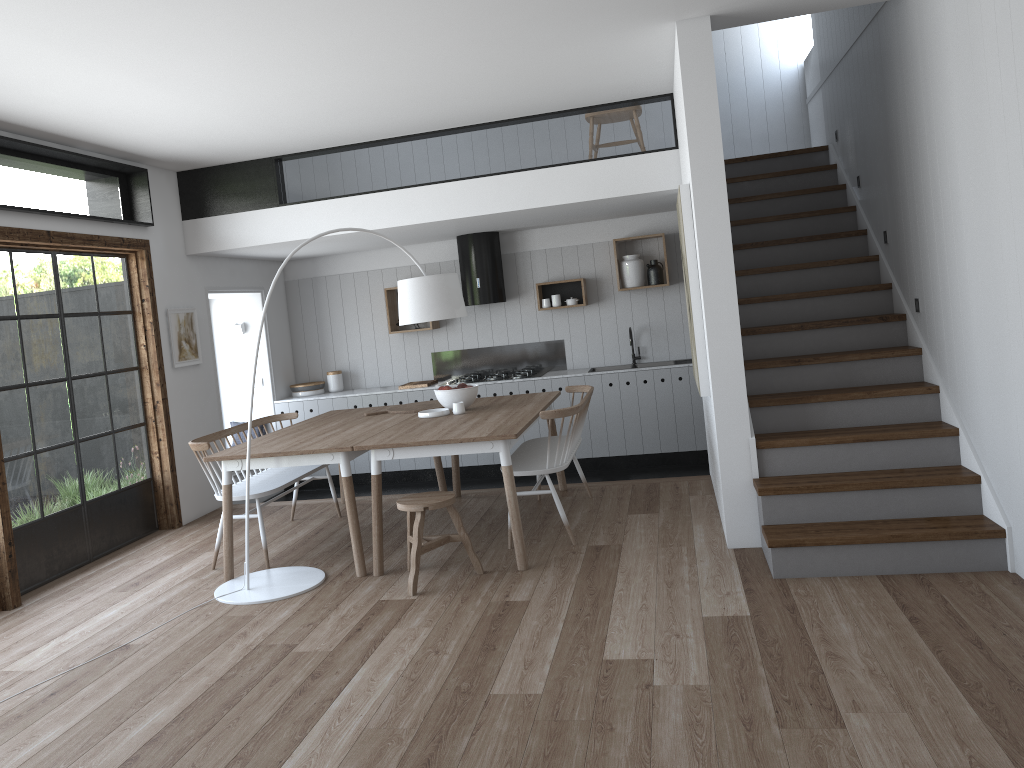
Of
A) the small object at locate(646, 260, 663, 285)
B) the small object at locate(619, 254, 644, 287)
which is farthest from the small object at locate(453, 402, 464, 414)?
the small object at locate(646, 260, 663, 285)

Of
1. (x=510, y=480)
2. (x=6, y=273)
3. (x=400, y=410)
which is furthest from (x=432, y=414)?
(x=6, y=273)

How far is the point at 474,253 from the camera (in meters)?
8.27

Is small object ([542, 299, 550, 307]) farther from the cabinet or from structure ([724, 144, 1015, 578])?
structure ([724, 144, 1015, 578])

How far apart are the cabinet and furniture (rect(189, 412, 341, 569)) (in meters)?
1.82

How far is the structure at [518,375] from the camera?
8.3 meters

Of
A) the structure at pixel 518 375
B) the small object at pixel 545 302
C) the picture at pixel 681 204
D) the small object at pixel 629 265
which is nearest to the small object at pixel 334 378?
the structure at pixel 518 375

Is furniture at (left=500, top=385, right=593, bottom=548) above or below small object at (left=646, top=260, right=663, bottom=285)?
below

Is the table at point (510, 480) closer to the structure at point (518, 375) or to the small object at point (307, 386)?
the structure at point (518, 375)

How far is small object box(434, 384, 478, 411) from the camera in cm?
598
